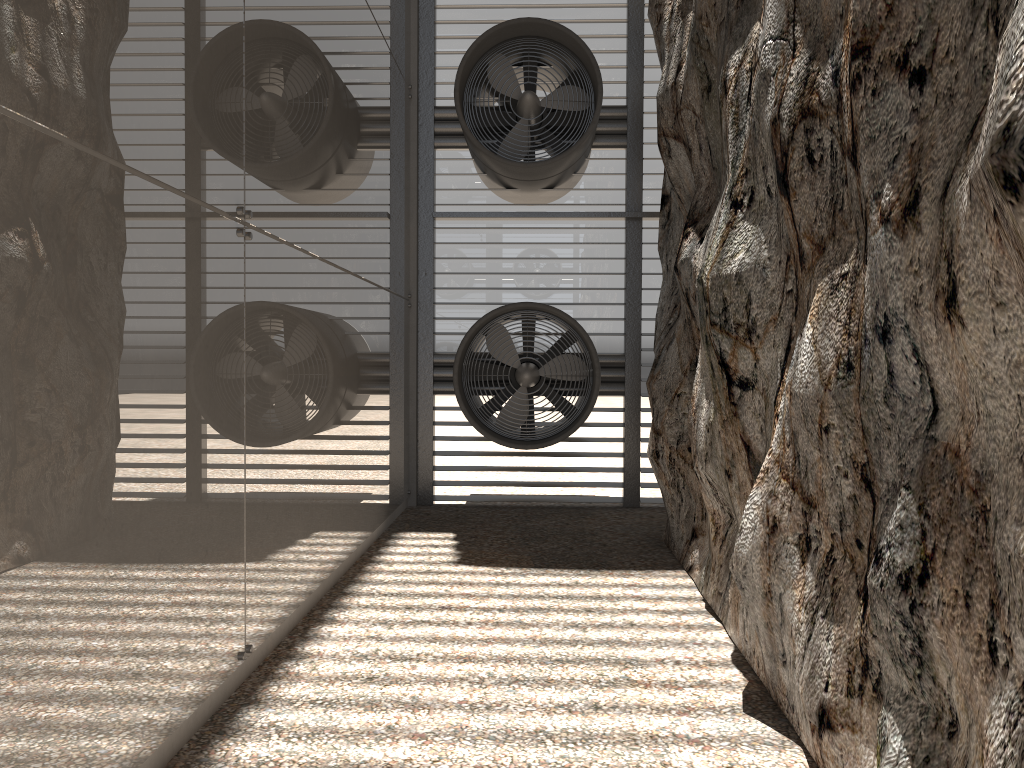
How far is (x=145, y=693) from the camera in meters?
3.6 m
